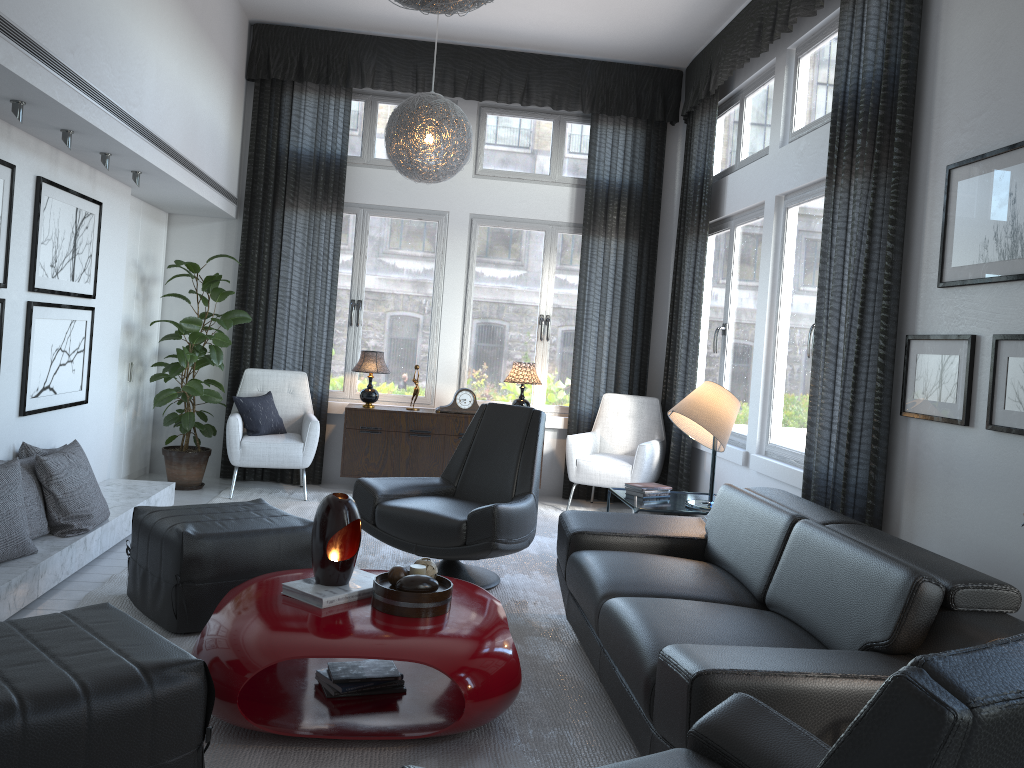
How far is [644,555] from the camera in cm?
341

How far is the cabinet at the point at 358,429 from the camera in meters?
6.1 m

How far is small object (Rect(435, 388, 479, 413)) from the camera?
6.3m

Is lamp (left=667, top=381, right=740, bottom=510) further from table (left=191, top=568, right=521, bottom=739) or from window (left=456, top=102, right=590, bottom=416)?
window (left=456, top=102, right=590, bottom=416)

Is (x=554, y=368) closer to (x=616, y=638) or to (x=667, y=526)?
(x=667, y=526)

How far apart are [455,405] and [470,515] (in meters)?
2.51

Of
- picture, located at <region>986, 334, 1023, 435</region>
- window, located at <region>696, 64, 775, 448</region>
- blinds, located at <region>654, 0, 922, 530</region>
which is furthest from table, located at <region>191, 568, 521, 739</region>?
window, located at <region>696, 64, 775, 448</region>

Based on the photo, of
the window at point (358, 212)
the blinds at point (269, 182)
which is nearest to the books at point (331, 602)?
the blinds at point (269, 182)

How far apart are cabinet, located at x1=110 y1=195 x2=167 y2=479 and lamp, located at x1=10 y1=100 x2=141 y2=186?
1.1 meters

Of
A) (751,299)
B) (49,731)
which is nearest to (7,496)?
(49,731)
